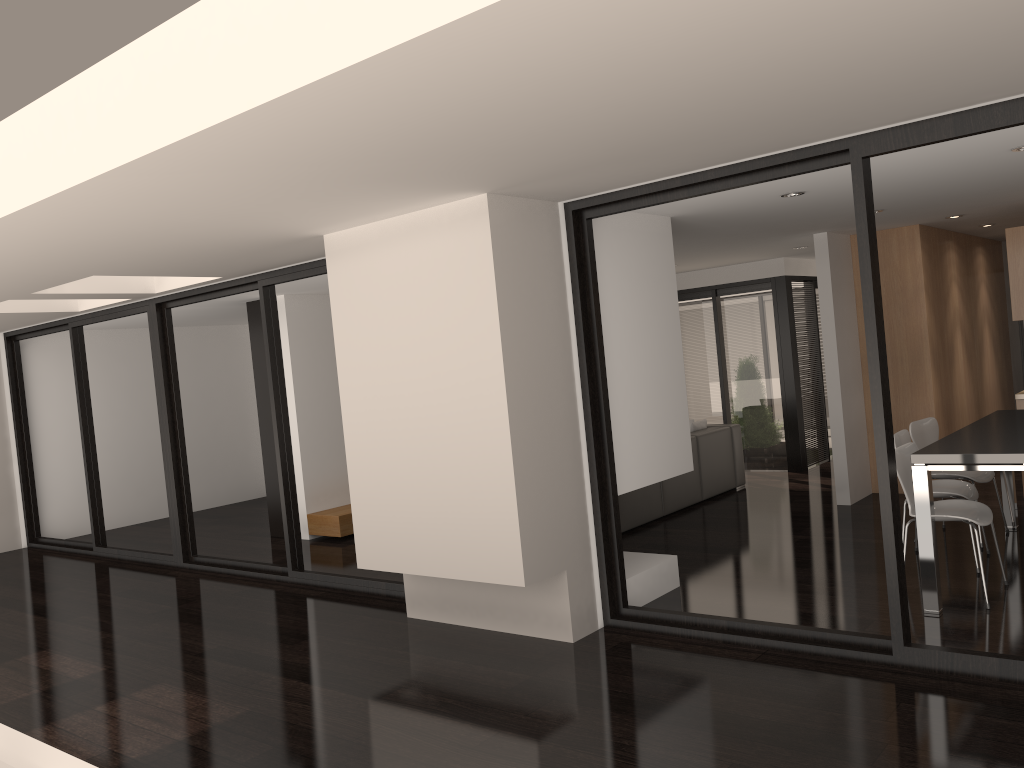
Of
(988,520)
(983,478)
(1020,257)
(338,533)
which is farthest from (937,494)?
(338,533)

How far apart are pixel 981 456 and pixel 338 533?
5.69m

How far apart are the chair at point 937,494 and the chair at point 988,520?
0.3 meters

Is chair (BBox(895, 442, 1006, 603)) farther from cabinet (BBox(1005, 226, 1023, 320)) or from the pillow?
the pillow

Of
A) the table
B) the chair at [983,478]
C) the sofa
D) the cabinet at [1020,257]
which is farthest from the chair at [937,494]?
the sofa

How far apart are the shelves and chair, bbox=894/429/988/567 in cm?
496

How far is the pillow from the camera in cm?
902

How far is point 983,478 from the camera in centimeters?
609cm

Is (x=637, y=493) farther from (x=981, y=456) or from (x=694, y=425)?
(x=981, y=456)

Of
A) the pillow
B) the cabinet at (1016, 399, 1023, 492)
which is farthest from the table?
the pillow
